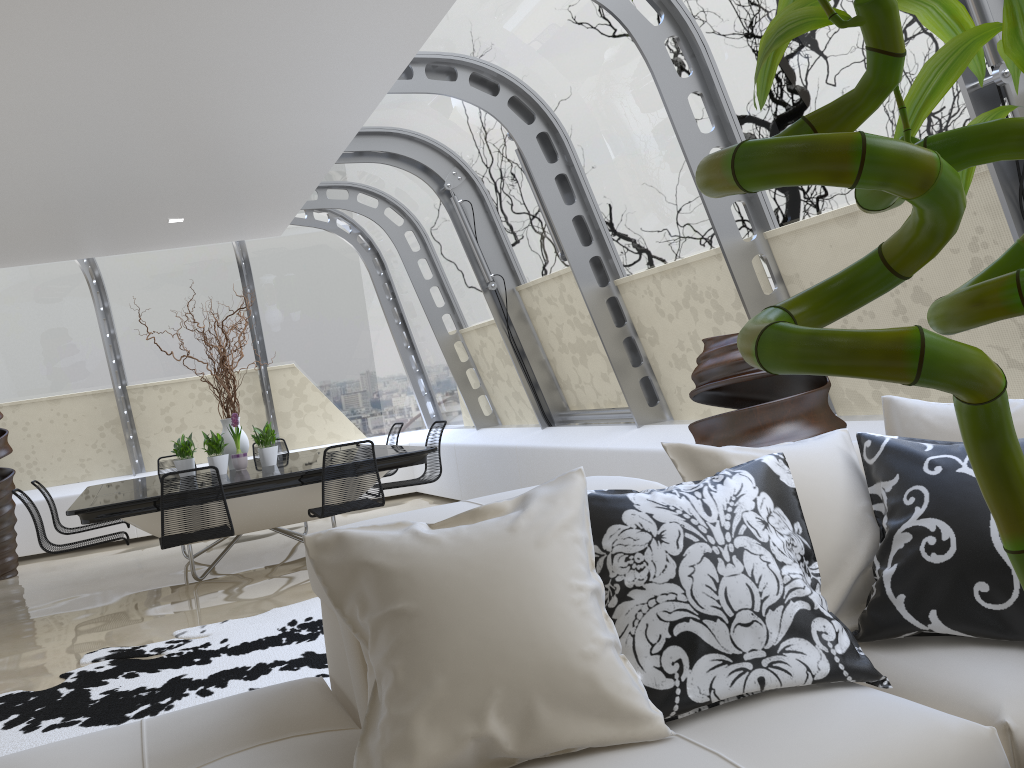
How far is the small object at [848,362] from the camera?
0.3m

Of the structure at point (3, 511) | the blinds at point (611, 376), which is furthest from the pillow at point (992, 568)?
the structure at point (3, 511)

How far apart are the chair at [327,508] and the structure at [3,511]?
4.0 meters

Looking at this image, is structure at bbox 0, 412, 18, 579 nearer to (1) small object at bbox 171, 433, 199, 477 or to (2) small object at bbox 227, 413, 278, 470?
(1) small object at bbox 171, 433, 199, 477

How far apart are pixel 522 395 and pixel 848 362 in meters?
7.8 m

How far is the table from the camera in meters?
5.7 m

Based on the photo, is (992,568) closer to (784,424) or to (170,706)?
(784,424)

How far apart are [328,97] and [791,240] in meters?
2.7 m

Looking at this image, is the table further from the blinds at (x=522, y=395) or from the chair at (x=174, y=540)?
the blinds at (x=522, y=395)

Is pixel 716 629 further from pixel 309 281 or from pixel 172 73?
pixel 309 281
